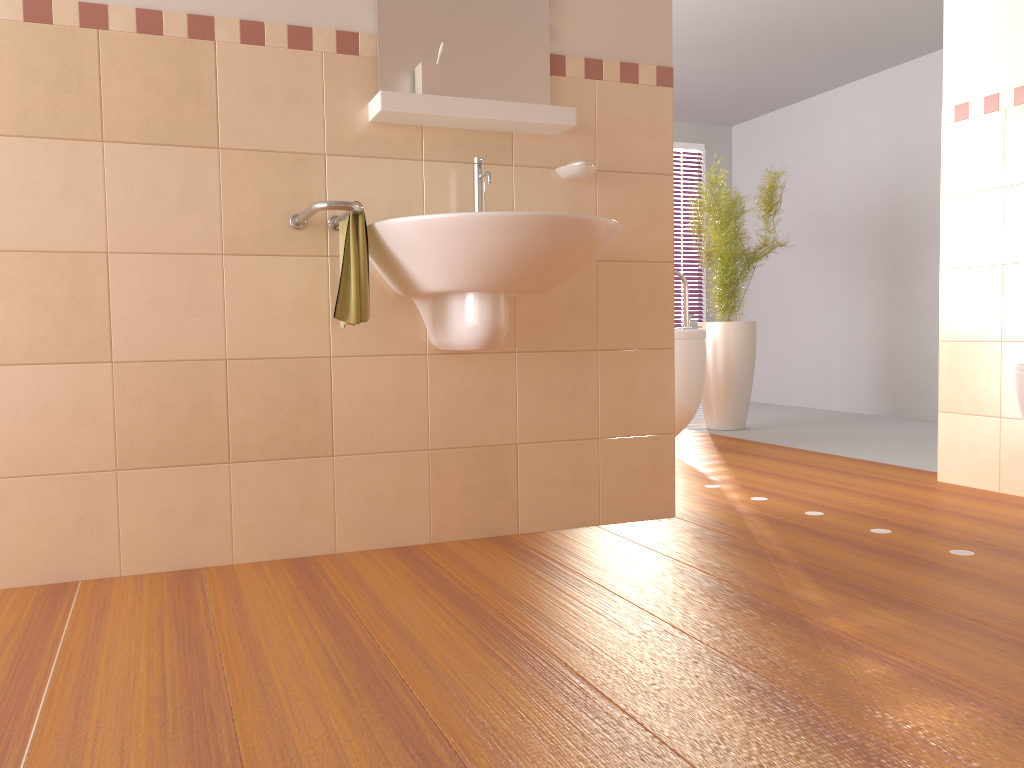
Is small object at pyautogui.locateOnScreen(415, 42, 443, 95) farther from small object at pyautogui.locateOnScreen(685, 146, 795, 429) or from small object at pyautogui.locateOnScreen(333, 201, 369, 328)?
small object at pyautogui.locateOnScreen(685, 146, 795, 429)

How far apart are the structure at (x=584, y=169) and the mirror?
0.2m

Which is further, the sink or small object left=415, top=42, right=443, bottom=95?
small object left=415, top=42, right=443, bottom=95

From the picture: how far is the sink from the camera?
2.0m

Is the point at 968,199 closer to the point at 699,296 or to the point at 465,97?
the point at 465,97

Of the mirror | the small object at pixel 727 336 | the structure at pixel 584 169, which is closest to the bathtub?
the small object at pixel 727 336

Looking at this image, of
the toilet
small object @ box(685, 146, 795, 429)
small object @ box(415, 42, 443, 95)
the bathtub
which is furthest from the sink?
small object @ box(685, 146, 795, 429)

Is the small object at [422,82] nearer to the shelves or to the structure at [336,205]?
the shelves

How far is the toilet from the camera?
2.5 meters

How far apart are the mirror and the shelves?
0.1 meters
